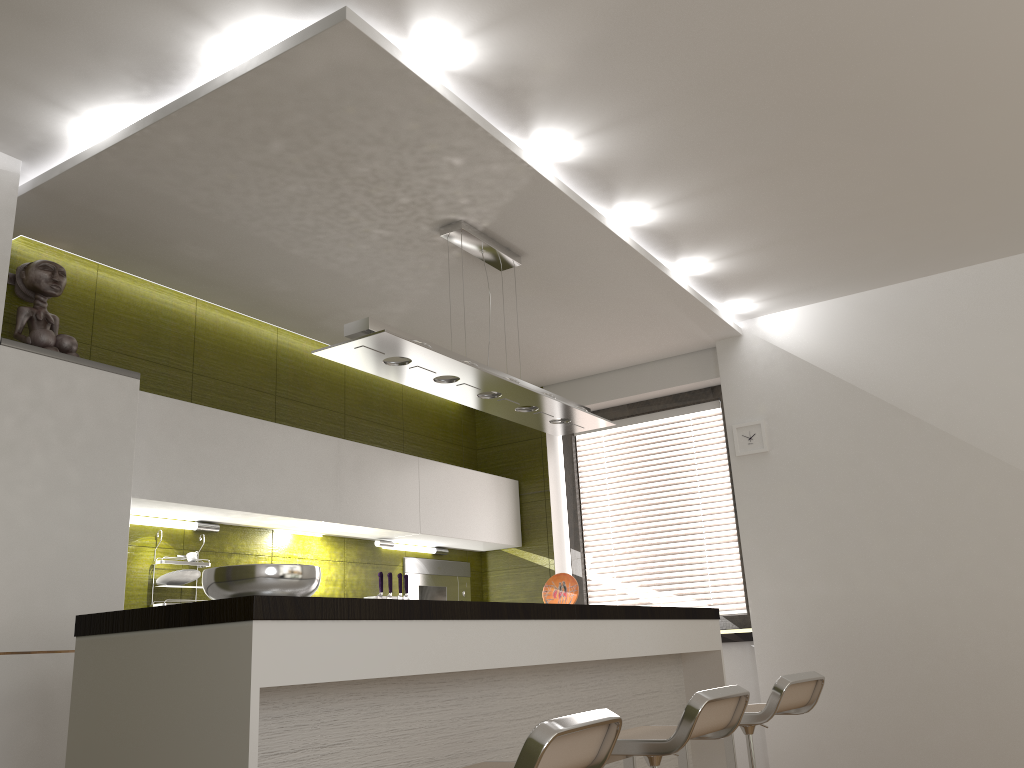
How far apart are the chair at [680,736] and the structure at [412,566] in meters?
2.6

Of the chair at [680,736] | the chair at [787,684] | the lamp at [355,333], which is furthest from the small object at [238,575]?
the chair at [787,684]

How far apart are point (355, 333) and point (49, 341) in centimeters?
125cm

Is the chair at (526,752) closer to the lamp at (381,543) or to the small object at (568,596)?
the small object at (568,596)

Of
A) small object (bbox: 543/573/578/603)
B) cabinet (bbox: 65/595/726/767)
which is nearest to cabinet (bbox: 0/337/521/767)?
cabinet (bbox: 65/595/726/767)

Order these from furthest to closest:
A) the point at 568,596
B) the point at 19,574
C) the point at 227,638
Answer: the point at 568,596 < the point at 19,574 < the point at 227,638

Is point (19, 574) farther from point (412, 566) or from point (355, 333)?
point (412, 566)

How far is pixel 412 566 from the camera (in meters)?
5.26

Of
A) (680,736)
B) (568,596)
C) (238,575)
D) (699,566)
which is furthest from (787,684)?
(699,566)

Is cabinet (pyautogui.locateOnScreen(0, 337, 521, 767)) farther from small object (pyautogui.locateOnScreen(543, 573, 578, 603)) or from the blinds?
small object (pyautogui.locateOnScreen(543, 573, 578, 603))
